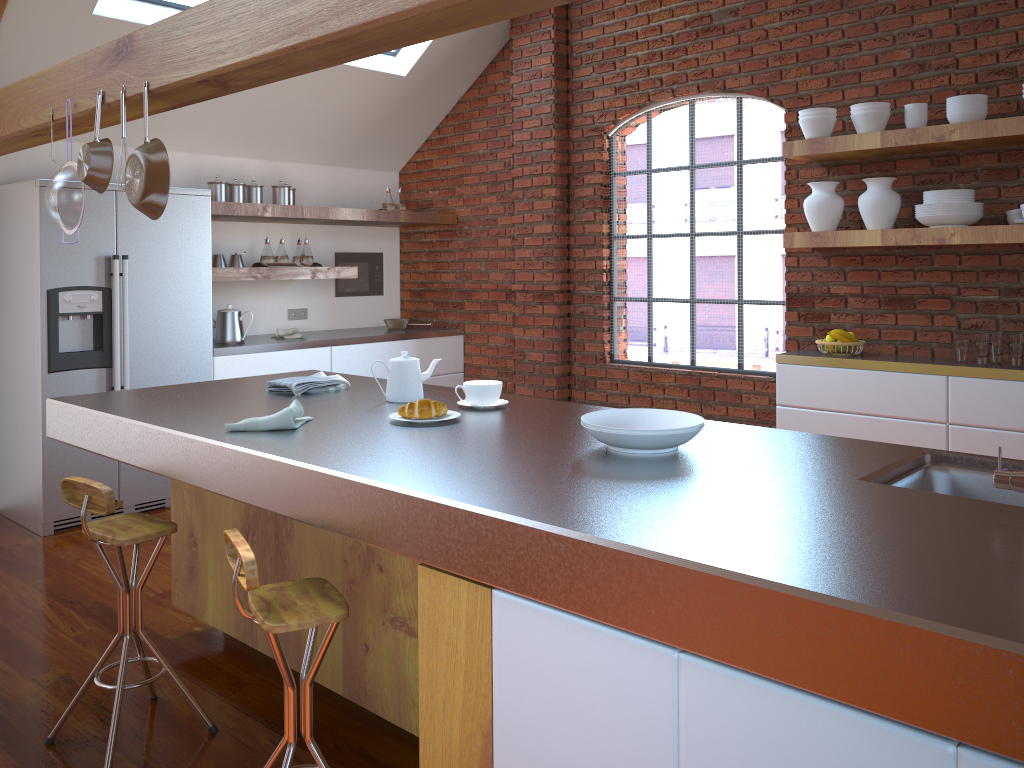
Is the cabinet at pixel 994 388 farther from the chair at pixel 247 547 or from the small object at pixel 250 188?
the small object at pixel 250 188

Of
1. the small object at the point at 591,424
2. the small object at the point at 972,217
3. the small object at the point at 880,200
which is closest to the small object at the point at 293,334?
the small object at the point at 880,200

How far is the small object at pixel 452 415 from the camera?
2.4m

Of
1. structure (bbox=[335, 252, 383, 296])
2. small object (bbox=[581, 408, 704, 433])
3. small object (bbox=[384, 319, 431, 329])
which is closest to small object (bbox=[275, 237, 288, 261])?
structure (bbox=[335, 252, 383, 296])

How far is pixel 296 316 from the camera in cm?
622

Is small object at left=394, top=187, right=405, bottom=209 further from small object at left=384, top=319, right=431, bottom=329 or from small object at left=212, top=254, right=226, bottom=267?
small object at left=212, top=254, right=226, bottom=267

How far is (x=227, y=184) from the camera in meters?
5.3

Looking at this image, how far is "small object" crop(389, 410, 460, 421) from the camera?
2.4m

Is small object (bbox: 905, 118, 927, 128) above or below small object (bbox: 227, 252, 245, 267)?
above

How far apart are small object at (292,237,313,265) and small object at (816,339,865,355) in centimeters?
321cm
